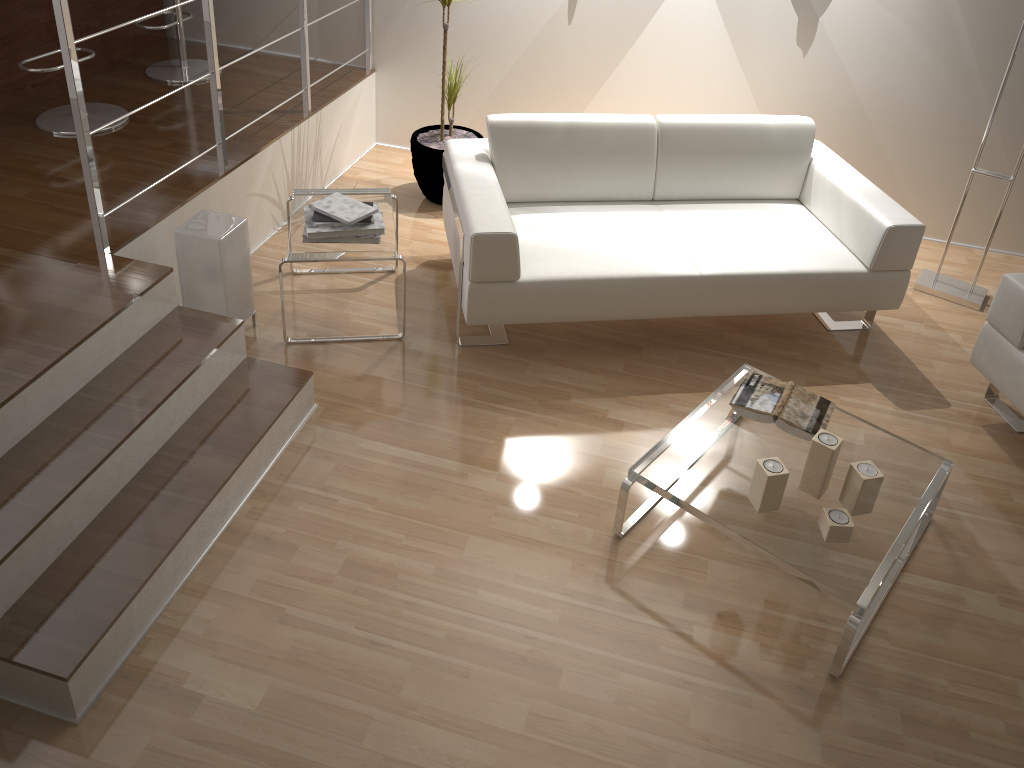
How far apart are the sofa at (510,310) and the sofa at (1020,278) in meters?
0.4 m

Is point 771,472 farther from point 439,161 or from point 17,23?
point 17,23

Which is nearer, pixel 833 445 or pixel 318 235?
pixel 833 445

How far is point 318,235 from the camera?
3.2 meters

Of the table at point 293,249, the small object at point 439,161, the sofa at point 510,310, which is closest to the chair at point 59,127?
the table at point 293,249

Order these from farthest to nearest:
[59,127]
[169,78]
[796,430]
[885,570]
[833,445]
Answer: [169,78], [59,127], [796,430], [833,445], [885,570]

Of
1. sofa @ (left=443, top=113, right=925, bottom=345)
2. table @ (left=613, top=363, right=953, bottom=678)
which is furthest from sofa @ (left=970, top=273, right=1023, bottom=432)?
table @ (left=613, top=363, right=953, bottom=678)

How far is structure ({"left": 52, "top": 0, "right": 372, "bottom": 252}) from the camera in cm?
255

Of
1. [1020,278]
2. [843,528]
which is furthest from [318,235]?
[1020,278]

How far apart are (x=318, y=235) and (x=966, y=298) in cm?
287
